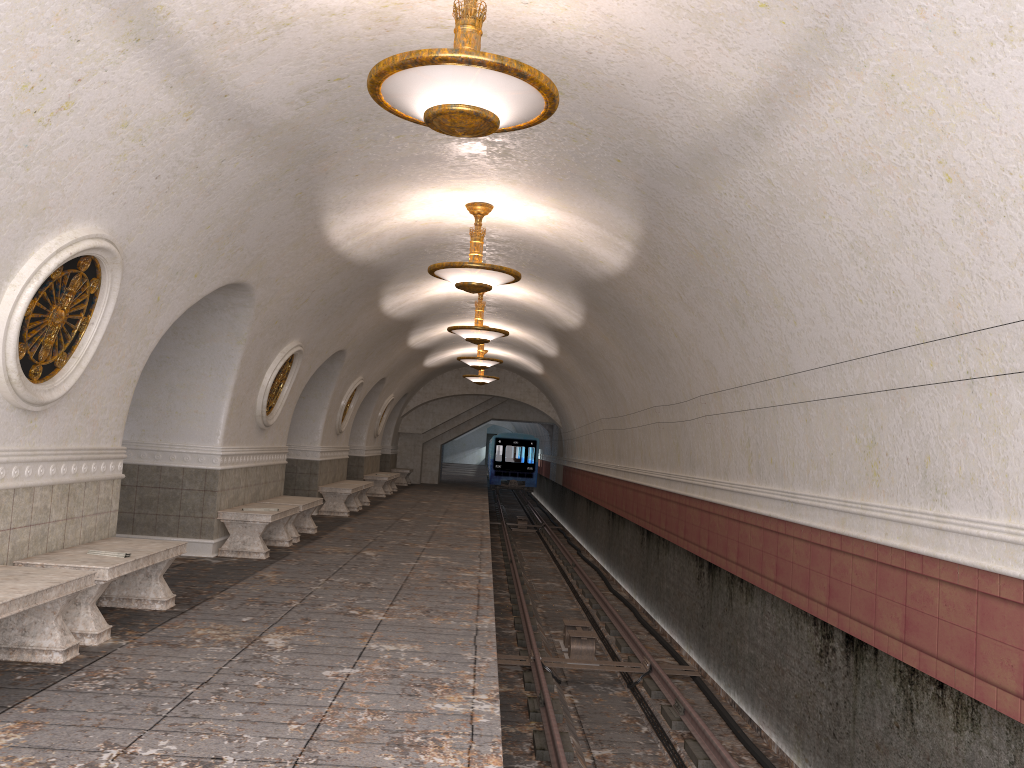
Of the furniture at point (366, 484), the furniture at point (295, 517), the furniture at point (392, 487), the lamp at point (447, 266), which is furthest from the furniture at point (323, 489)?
the furniture at point (392, 487)

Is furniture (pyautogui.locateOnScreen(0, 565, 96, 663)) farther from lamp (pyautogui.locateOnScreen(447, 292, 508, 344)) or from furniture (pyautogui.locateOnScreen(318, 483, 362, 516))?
furniture (pyautogui.locateOnScreen(318, 483, 362, 516))

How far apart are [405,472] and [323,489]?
→ 12.3 meters

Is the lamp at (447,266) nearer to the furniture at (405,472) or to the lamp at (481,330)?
the lamp at (481,330)

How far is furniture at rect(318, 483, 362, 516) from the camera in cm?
1597

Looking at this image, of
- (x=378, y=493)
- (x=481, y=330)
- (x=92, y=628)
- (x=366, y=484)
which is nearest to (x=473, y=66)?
(x=92, y=628)

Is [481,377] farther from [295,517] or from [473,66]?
[473,66]

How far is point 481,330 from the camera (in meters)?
13.92

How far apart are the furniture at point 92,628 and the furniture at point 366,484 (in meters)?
10.71

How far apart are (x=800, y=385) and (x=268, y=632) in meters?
4.5
